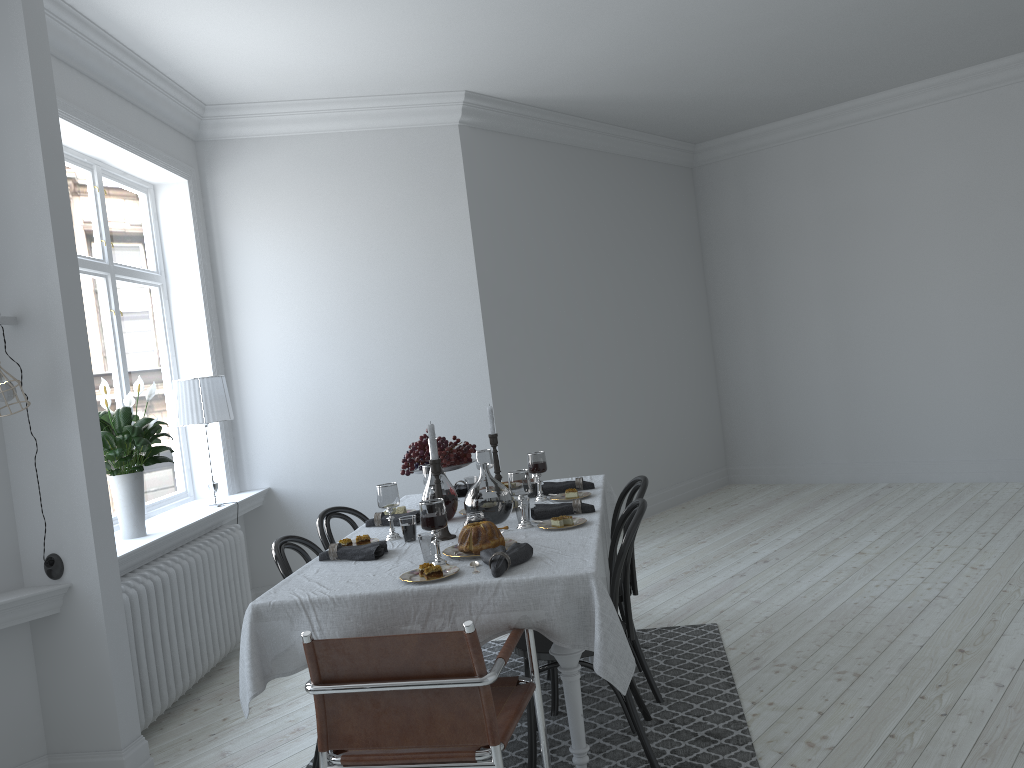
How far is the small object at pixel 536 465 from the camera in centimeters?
389cm

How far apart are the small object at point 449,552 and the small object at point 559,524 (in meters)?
0.27

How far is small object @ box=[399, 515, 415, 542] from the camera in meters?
3.3

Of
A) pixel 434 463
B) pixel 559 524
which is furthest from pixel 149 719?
pixel 559 524

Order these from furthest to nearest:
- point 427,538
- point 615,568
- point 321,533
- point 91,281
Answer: point 91,281 < point 321,533 < point 615,568 < point 427,538

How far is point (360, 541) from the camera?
3.36m

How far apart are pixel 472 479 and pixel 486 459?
0.1m

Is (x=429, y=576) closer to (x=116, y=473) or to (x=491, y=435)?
(x=491, y=435)

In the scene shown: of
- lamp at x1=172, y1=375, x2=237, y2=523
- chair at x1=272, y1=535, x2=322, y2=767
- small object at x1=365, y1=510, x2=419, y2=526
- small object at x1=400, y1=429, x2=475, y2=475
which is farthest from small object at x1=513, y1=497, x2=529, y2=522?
lamp at x1=172, y1=375, x2=237, y2=523

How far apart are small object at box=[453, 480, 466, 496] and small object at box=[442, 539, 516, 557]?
1.29m
